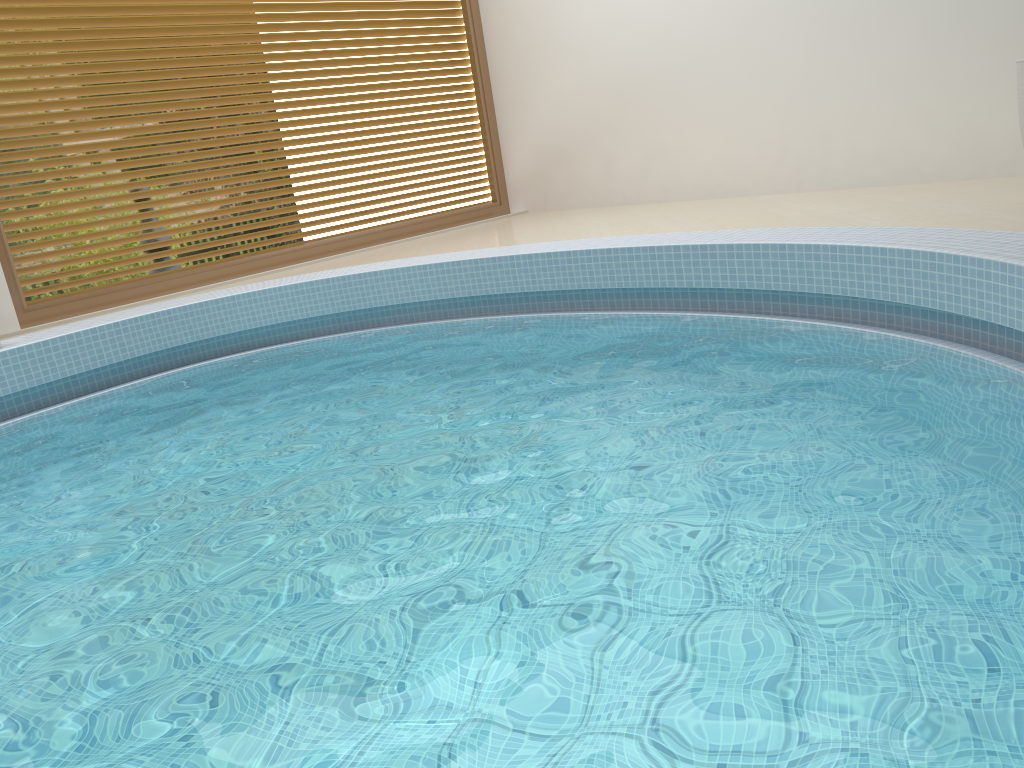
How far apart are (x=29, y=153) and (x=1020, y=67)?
5.6 meters

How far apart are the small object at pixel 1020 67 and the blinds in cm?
482

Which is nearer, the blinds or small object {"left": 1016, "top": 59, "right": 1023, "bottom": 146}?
small object {"left": 1016, "top": 59, "right": 1023, "bottom": 146}

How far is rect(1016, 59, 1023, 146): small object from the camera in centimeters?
404cm

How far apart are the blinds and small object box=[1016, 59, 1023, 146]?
4.8 meters

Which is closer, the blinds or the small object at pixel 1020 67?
the small object at pixel 1020 67

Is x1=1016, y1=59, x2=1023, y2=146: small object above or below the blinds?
below

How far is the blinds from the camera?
5.6 meters

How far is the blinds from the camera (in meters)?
5.57
